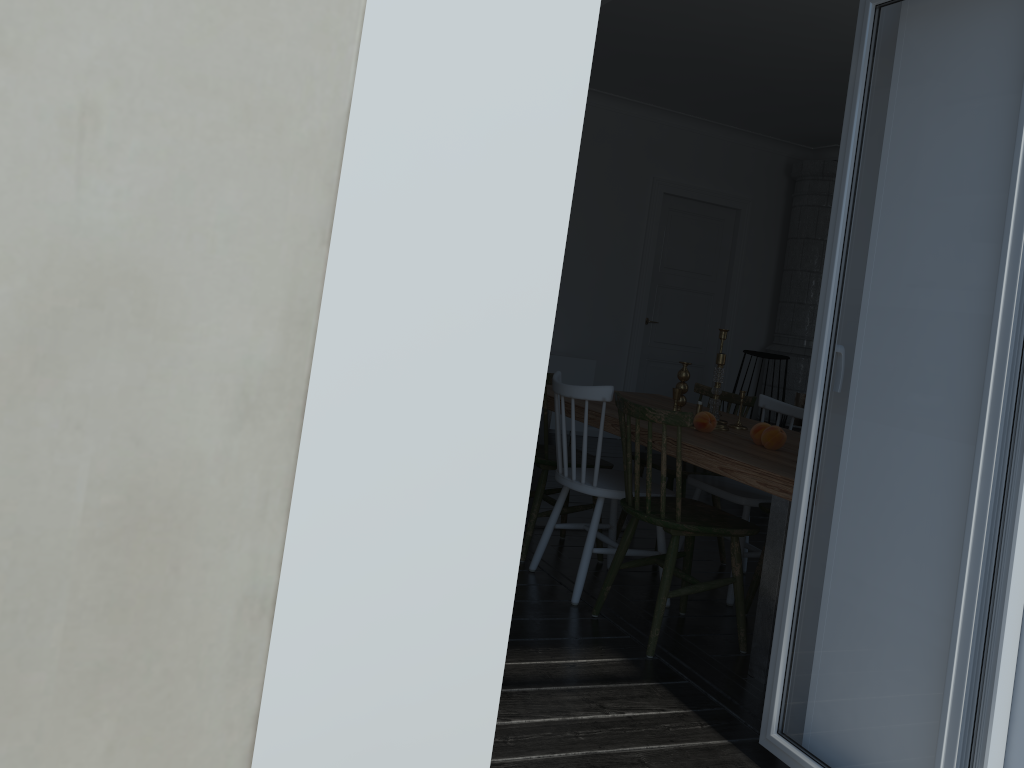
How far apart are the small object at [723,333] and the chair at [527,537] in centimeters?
76cm

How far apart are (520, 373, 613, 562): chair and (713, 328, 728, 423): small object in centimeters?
76cm

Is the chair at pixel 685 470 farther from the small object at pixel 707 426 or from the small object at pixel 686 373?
the small object at pixel 707 426

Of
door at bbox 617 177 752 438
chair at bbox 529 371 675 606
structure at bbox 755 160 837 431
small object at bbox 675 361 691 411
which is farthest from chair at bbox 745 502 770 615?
structure at bbox 755 160 837 431

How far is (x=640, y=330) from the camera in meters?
8.2 m

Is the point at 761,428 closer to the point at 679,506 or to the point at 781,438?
the point at 781,438

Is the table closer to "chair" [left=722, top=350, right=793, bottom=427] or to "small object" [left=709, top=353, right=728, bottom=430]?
"small object" [left=709, top=353, right=728, bottom=430]

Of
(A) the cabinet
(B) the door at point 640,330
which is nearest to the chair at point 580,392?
(A) the cabinet

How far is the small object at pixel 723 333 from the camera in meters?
3.9

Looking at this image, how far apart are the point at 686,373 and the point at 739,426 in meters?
0.3
